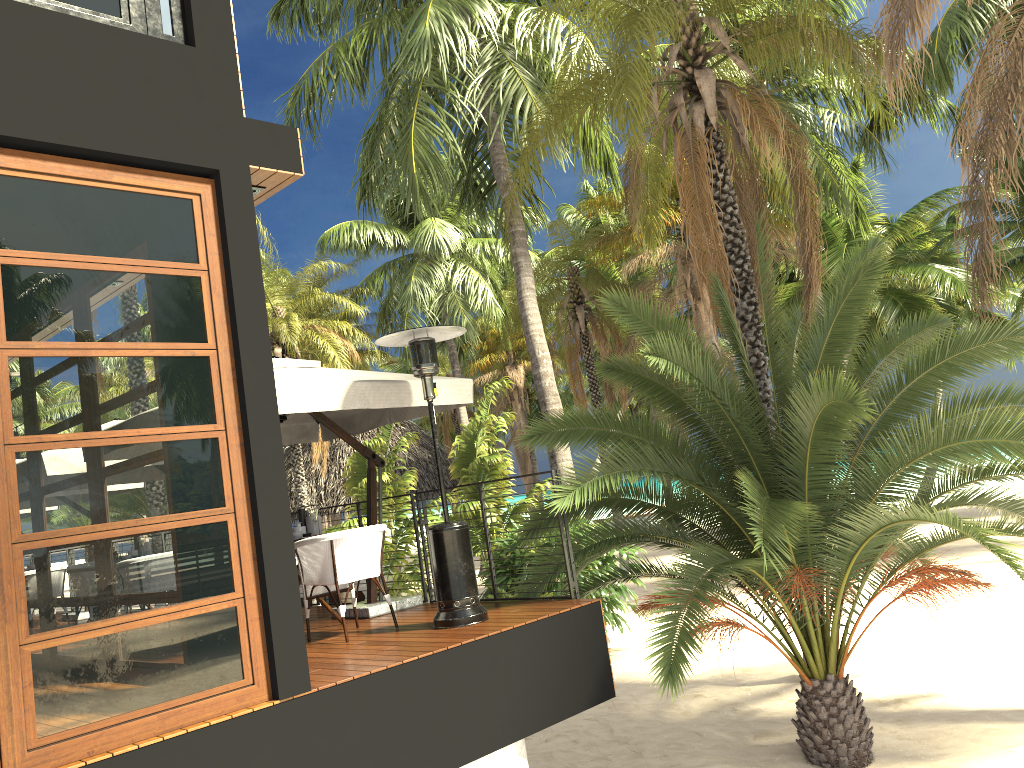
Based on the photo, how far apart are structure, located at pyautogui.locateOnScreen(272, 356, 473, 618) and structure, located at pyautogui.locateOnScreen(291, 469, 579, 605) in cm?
13

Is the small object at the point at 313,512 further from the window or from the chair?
the window

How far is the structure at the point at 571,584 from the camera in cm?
682

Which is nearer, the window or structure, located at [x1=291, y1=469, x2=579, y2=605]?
the window

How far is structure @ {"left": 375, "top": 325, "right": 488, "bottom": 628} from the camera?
6.3 meters

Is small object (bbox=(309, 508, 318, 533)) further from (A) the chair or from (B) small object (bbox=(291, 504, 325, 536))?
(A) the chair

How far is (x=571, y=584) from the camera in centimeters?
681cm

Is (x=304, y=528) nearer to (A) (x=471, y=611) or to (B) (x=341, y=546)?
(B) (x=341, y=546)

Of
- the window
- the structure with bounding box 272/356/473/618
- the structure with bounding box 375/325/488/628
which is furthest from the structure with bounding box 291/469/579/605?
the window

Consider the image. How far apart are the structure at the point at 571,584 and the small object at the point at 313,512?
1.1m
